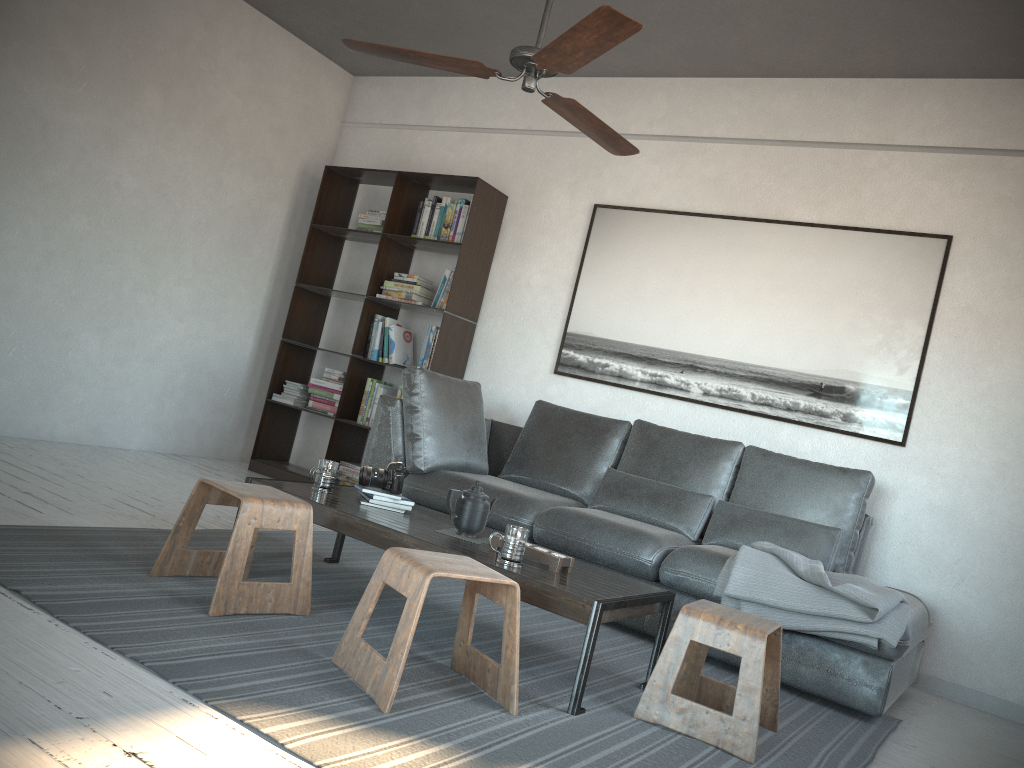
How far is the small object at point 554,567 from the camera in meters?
2.7

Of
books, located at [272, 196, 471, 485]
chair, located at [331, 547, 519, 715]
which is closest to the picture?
books, located at [272, 196, 471, 485]

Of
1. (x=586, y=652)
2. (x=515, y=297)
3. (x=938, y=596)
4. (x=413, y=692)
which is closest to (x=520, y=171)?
(x=515, y=297)

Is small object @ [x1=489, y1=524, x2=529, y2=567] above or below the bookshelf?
below

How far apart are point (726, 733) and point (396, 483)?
1.4m

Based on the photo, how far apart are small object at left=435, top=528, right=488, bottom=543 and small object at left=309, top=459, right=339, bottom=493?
0.5 meters

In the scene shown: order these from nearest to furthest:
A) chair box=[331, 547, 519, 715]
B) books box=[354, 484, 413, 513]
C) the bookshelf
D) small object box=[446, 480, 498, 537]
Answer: chair box=[331, 547, 519, 715] < small object box=[446, 480, 498, 537] < books box=[354, 484, 413, 513] < the bookshelf

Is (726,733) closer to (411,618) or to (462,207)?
(411,618)

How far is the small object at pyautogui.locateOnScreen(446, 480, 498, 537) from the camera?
3.0m

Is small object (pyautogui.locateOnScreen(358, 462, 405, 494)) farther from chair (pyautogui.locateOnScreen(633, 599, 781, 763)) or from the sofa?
chair (pyautogui.locateOnScreen(633, 599, 781, 763))
